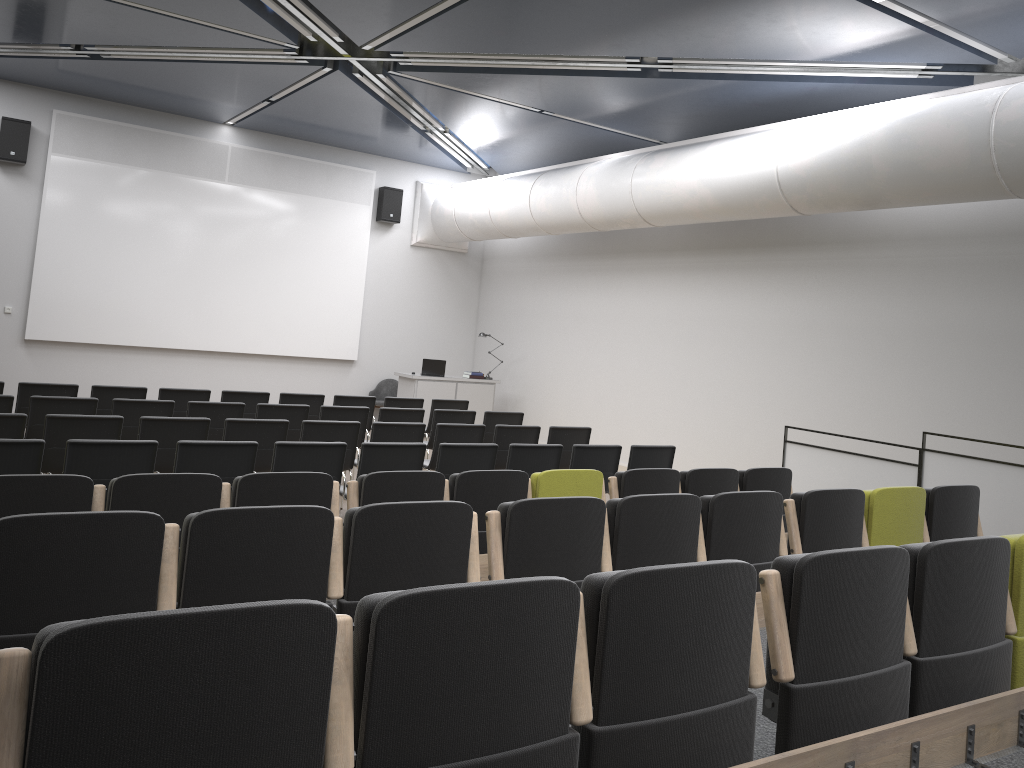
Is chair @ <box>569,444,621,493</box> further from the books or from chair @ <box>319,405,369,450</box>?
the books

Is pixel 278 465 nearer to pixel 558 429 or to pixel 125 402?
pixel 125 402

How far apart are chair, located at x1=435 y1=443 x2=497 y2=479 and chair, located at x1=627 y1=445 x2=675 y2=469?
1.53m

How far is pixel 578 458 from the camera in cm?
791

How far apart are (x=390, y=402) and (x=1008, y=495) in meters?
6.9

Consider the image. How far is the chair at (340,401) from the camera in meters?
10.8

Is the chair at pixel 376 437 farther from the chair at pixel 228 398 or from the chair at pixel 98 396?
the chair at pixel 98 396

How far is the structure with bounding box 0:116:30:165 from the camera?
12.43m

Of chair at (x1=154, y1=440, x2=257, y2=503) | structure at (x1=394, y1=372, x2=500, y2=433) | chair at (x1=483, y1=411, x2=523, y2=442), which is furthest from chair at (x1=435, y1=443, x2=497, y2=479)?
structure at (x1=394, y1=372, x2=500, y2=433)

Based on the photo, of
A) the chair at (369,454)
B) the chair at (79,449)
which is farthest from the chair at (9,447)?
the chair at (369,454)
